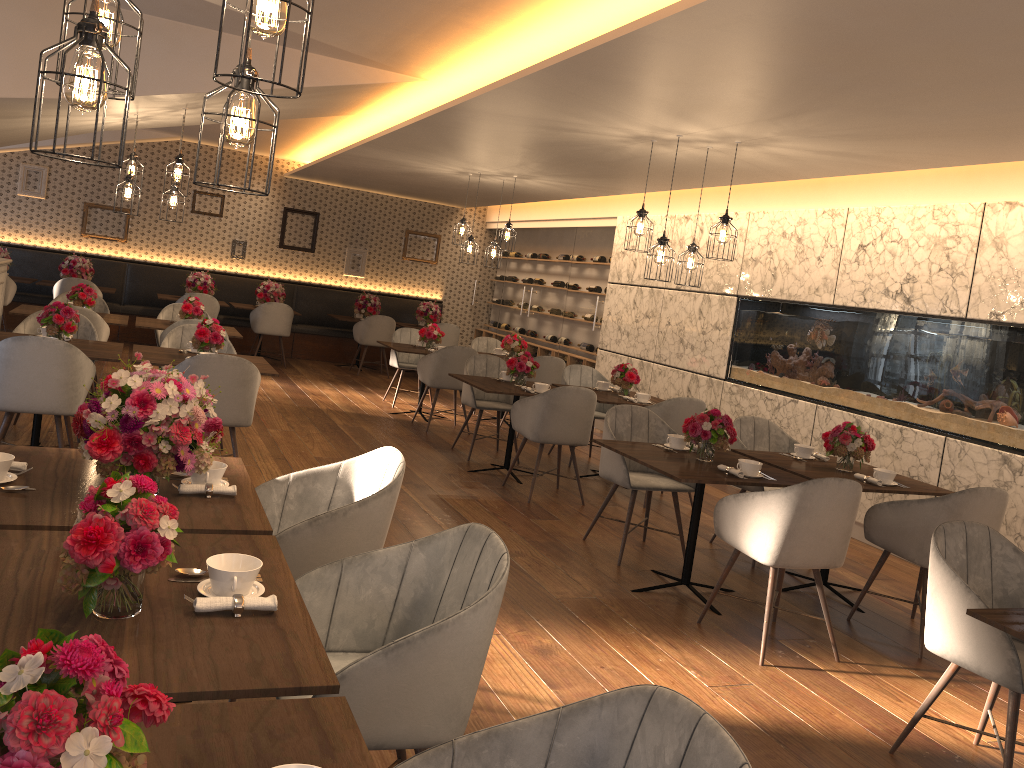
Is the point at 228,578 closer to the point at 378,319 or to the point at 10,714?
the point at 10,714

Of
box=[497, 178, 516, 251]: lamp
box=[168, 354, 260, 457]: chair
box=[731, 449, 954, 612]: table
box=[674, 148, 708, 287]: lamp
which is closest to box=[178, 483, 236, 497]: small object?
box=[168, 354, 260, 457]: chair

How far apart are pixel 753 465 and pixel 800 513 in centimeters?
58cm

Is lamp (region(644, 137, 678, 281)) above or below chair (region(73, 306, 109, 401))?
above

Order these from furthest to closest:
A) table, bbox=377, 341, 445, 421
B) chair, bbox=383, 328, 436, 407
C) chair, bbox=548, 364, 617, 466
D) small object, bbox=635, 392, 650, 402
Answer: chair, bbox=383, 328, 436, 407 < table, bbox=377, 341, 445, 421 < chair, bbox=548, 364, 617, 466 < small object, bbox=635, 392, 650, 402

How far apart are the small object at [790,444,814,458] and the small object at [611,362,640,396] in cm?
213

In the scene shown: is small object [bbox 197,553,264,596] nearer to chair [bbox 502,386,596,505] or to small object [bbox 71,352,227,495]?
small object [bbox 71,352,227,495]

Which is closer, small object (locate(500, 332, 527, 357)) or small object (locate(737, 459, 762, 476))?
small object (locate(737, 459, 762, 476))

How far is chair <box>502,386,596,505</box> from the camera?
6.3m

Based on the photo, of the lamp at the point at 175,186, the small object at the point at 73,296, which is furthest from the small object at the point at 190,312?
the lamp at the point at 175,186
